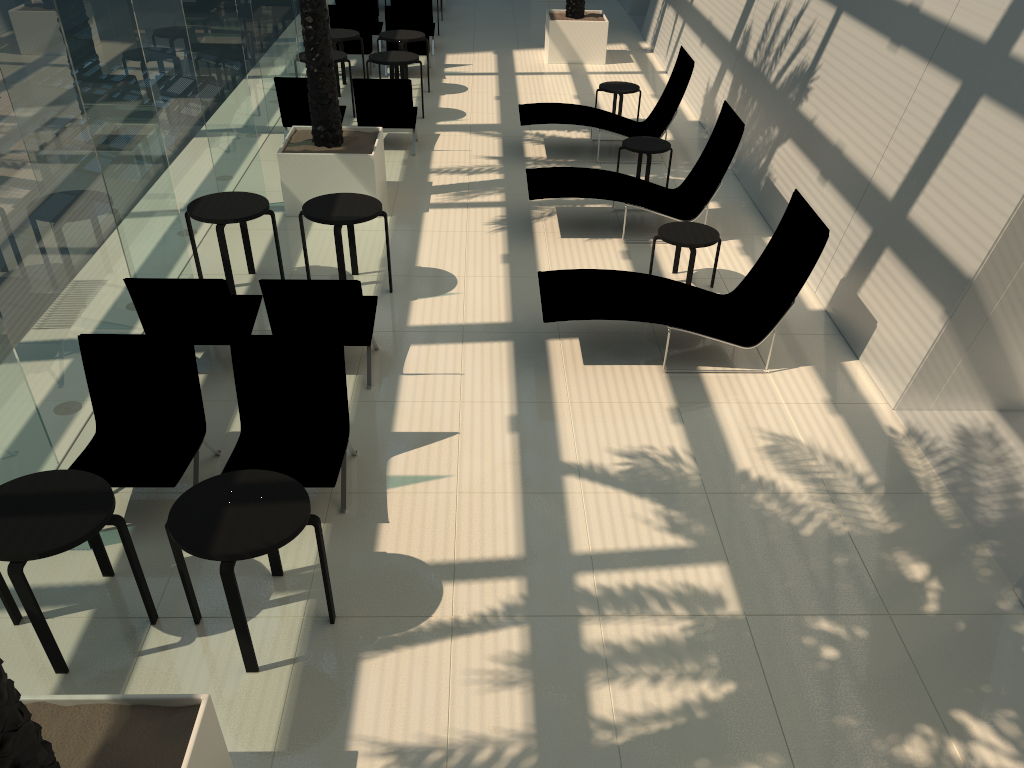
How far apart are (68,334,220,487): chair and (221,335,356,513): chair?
0.2 meters

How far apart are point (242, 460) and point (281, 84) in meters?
7.3

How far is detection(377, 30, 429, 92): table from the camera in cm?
1366

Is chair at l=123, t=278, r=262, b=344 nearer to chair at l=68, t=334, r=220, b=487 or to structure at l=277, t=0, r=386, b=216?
chair at l=68, t=334, r=220, b=487

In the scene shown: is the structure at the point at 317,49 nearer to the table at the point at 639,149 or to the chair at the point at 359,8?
the table at the point at 639,149

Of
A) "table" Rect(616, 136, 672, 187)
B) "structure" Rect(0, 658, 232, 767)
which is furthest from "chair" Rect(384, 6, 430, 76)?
"structure" Rect(0, 658, 232, 767)

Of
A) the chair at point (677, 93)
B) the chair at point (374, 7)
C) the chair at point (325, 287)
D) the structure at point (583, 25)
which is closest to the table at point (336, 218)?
the chair at point (325, 287)

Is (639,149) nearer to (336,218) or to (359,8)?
(336,218)

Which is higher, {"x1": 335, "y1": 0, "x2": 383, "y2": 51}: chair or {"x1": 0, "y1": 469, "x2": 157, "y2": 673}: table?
{"x1": 335, "y1": 0, "x2": 383, "y2": 51}: chair

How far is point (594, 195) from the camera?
9.2m
